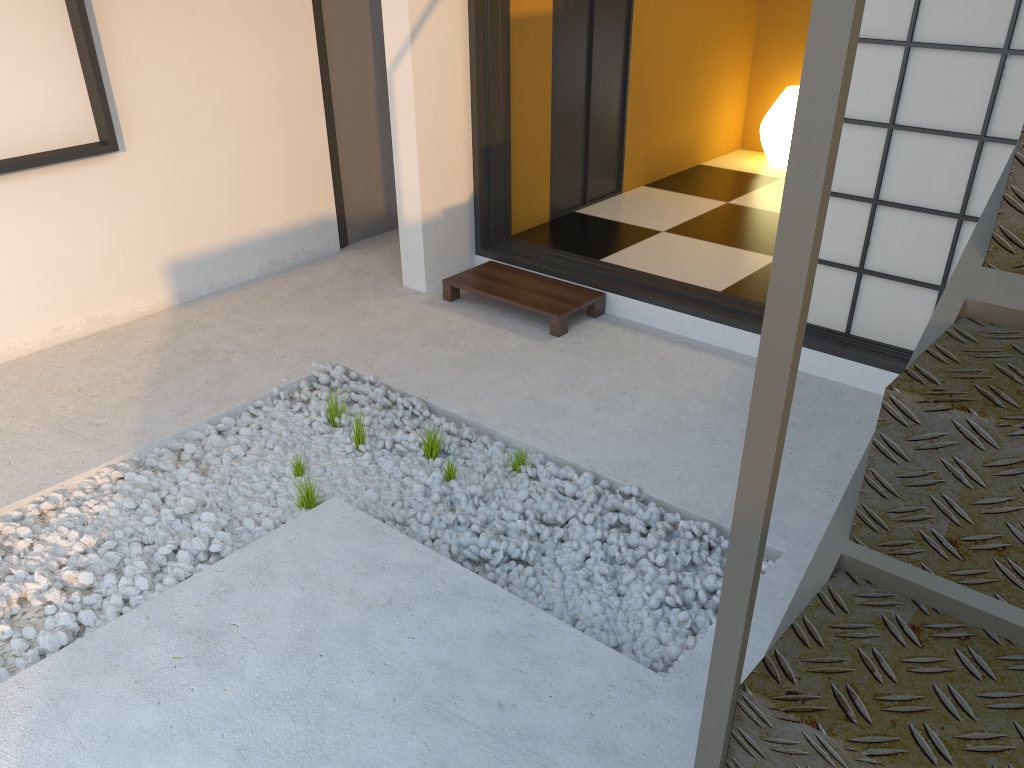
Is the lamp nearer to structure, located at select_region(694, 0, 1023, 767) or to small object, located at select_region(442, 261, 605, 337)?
small object, located at select_region(442, 261, 605, 337)

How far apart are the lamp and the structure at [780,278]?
5.1m

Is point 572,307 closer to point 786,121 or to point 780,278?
point 786,121

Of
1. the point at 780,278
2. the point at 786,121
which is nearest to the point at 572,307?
the point at 786,121

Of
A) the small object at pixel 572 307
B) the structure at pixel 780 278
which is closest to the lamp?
the small object at pixel 572 307

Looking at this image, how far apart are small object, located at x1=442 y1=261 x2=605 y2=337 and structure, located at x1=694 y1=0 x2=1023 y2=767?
2.83m

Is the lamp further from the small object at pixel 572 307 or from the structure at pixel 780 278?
the structure at pixel 780 278

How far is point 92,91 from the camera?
3.6m

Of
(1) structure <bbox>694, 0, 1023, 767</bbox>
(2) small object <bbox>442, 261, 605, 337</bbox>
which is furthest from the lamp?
(1) structure <bbox>694, 0, 1023, 767</bbox>

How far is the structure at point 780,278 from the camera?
0.62m
